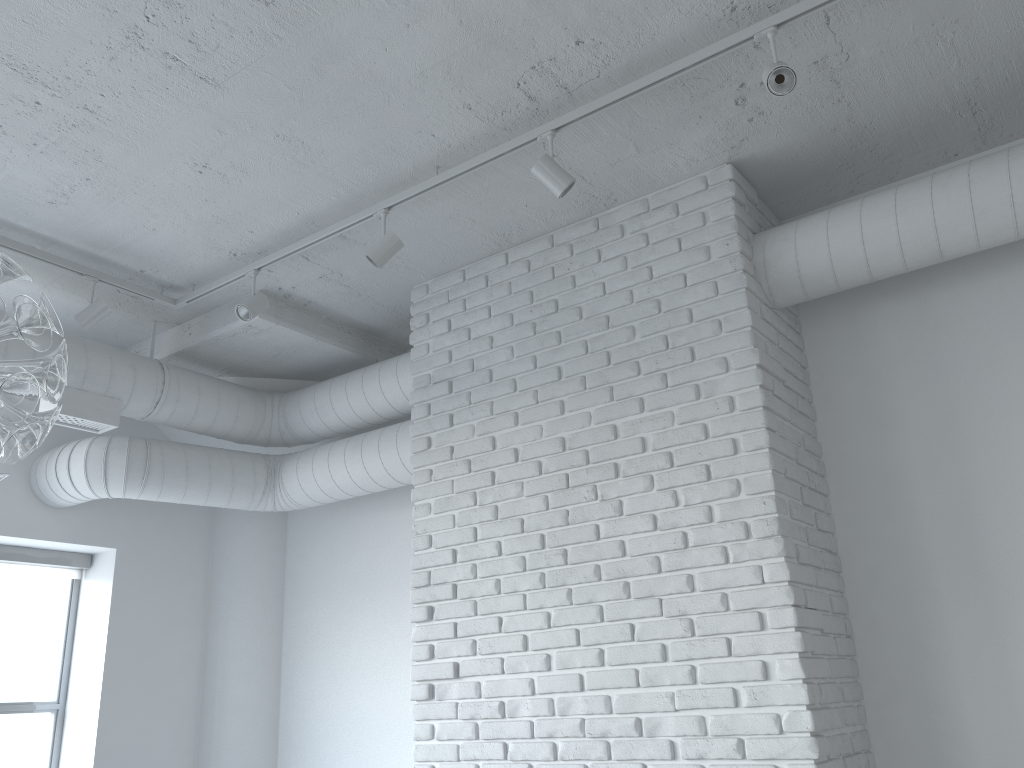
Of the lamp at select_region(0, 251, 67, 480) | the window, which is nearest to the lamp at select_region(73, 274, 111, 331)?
the window

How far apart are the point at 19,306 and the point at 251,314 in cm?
218

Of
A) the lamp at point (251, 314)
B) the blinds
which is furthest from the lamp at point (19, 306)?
the blinds

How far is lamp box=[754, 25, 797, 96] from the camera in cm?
252

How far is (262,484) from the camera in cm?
470

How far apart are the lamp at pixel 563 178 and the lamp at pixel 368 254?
0.7 meters

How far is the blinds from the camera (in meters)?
4.54

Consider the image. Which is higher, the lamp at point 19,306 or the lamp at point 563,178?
the lamp at point 563,178

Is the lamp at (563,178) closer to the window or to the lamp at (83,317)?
the lamp at (83,317)

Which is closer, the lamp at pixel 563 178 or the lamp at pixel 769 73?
the lamp at pixel 769 73
